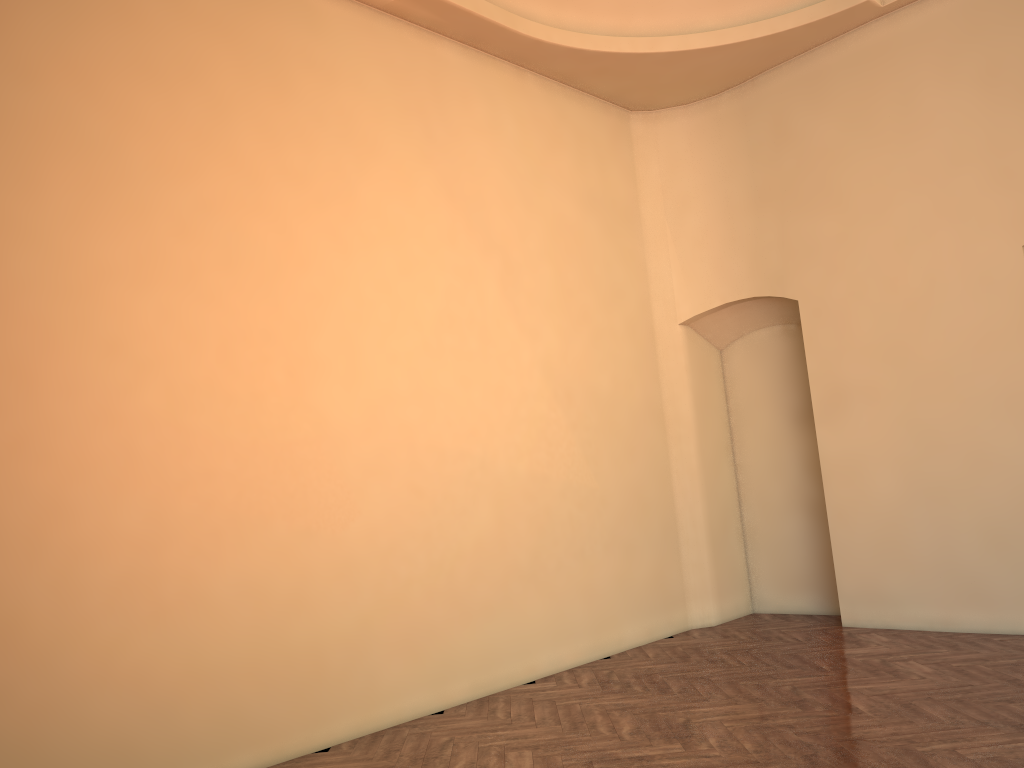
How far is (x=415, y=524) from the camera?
6.4m
